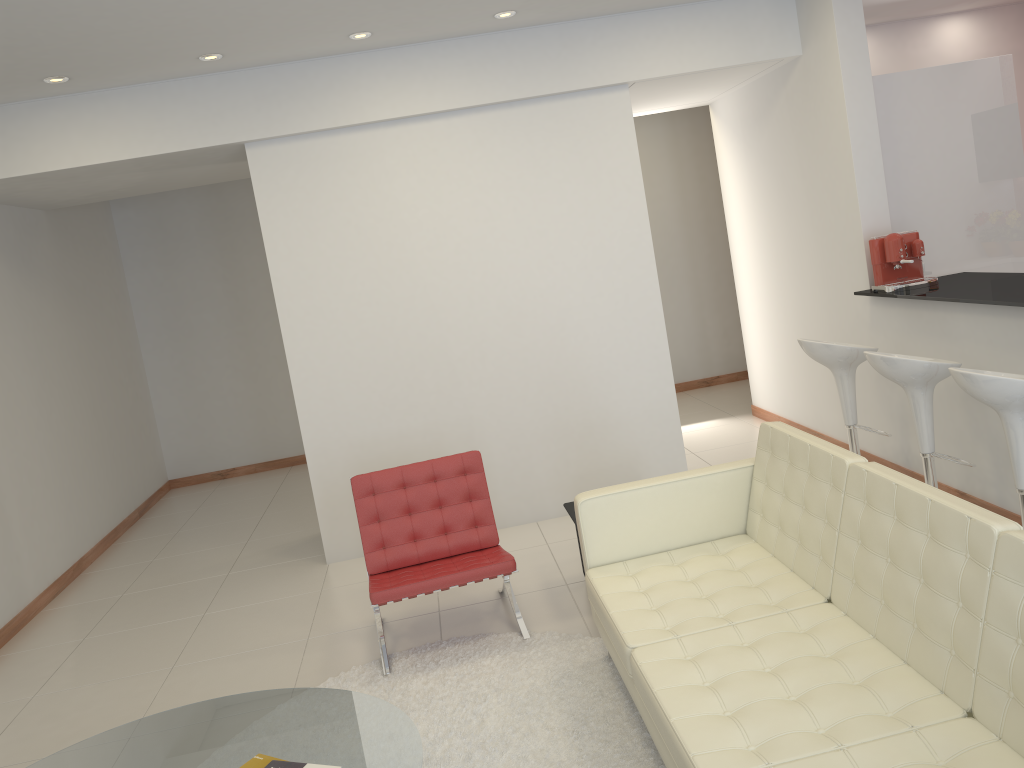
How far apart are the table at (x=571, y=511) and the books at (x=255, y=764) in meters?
2.3 m

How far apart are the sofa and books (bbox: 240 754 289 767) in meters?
1.2 m

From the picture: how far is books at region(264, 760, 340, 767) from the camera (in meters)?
2.66

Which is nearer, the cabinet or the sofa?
the sofa

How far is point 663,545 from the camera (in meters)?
3.86

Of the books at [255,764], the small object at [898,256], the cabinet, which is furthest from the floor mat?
the cabinet

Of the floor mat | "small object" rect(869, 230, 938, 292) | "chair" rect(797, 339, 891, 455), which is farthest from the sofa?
"small object" rect(869, 230, 938, 292)

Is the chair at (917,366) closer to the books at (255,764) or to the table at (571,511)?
the table at (571,511)

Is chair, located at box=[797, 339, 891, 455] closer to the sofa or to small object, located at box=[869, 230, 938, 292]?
small object, located at box=[869, 230, 938, 292]

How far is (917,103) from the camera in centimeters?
555cm
